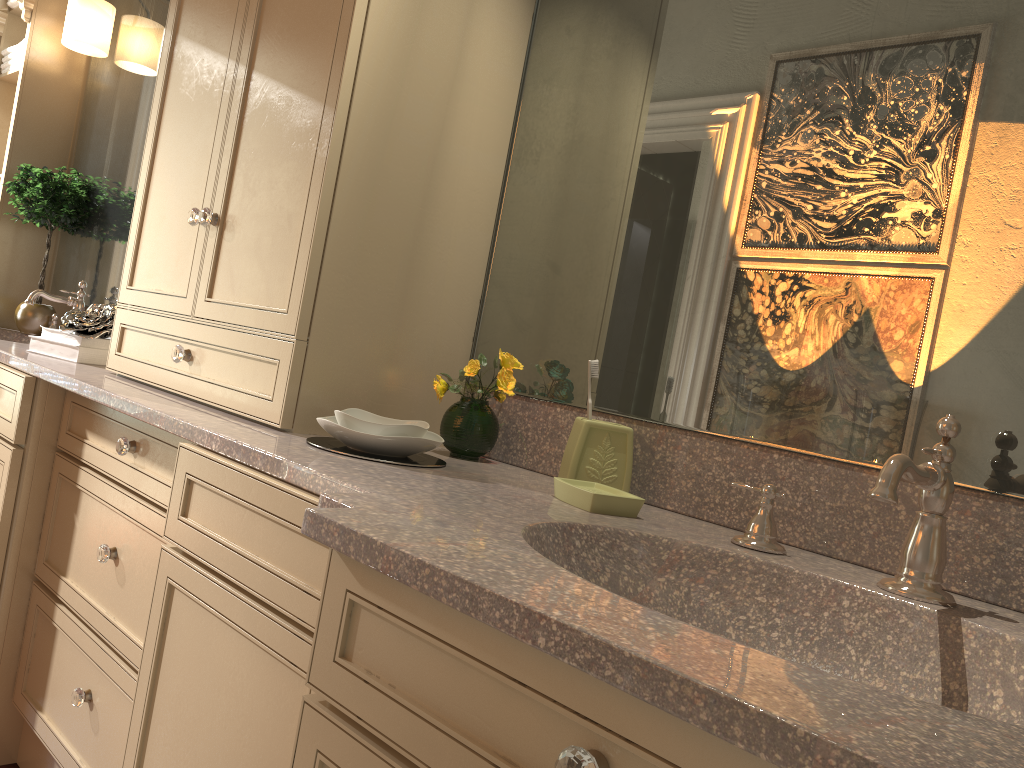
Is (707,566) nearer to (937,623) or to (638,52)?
(937,623)

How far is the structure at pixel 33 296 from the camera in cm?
267

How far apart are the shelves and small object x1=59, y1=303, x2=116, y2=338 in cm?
108

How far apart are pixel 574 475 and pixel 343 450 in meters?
0.4 m

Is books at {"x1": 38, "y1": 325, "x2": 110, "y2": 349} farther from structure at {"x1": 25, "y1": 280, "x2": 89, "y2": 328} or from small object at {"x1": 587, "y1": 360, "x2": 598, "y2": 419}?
small object at {"x1": 587, "y1": 360, "x2": 598, "y2": 419}

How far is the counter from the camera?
0.6 meters

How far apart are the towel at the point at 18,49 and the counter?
0.98m

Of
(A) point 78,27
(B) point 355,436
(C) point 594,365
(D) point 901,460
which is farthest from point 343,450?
(A) point 78,27

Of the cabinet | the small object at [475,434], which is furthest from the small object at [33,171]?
the small object at [475,434]

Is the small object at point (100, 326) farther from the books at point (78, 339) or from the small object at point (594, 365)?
the small object at point (594, 365)
